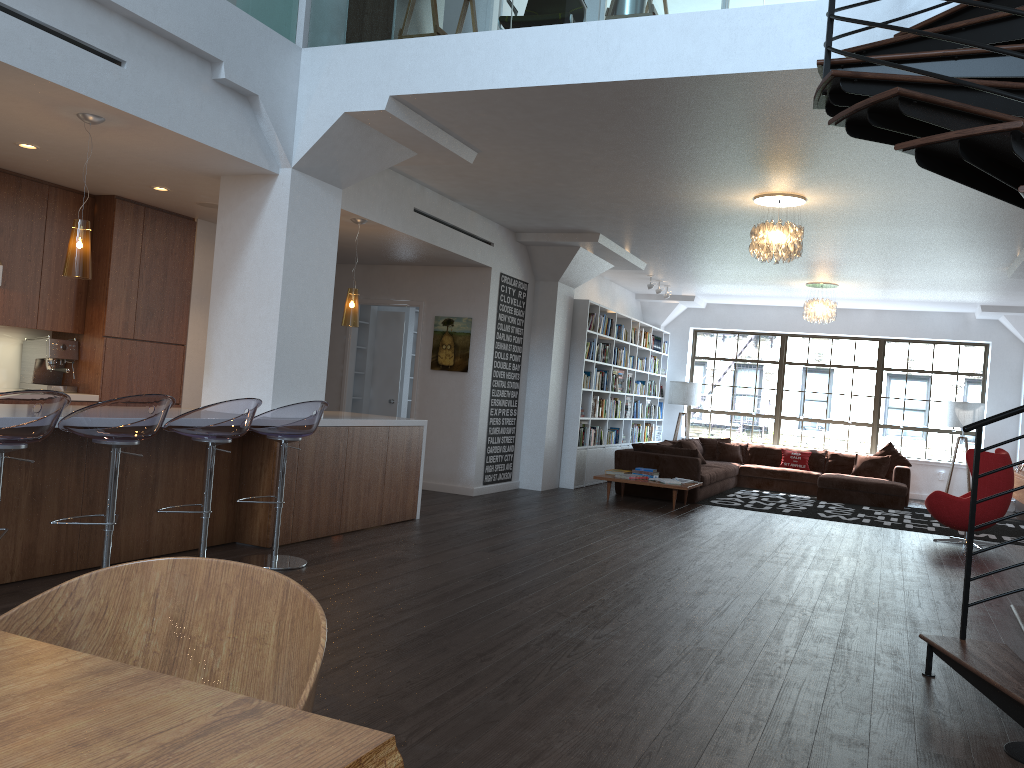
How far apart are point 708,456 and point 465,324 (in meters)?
5.93

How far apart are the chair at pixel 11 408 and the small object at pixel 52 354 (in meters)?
3.66

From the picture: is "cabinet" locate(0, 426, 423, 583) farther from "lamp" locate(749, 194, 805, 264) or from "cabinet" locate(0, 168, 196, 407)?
"lamp" locate(749, 194, 805, 264)

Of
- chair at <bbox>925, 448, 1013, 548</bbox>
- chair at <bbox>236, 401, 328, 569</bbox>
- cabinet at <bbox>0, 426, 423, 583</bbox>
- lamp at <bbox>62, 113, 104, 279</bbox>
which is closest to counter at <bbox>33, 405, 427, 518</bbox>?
cabinet at <bbox>0, 426, 423, 583</bbox>

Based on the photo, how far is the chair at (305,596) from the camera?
1.43m

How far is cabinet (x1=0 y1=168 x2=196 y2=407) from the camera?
6.75m

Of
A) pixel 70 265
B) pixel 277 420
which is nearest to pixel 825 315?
pixel 277 420

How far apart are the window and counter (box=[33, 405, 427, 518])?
9.2m

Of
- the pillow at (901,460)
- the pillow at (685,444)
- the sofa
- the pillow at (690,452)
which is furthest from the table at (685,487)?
the pillow at (901,460)

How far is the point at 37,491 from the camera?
4.5 meters
